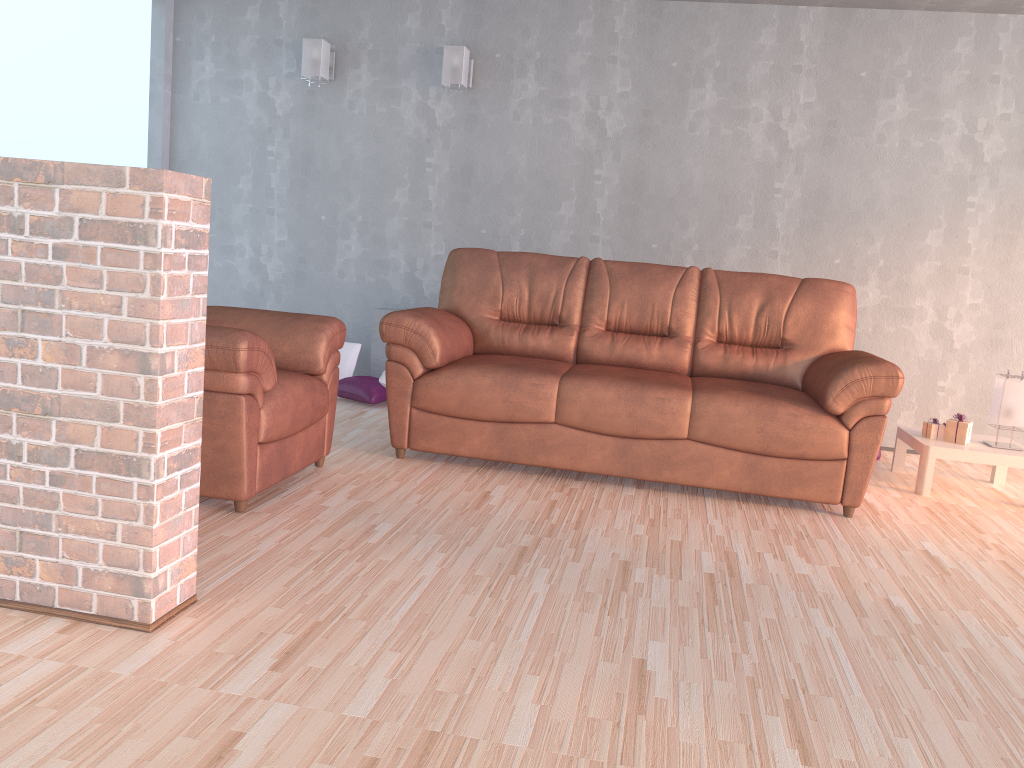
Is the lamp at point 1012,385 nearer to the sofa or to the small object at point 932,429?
the small object at point 932,429

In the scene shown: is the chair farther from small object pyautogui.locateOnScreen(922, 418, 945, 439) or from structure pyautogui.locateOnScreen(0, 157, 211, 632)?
small object pyautogui.locateOnScreen(922, 418, 945, 439)

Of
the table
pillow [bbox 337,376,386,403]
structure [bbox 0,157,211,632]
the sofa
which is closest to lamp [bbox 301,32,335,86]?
the sofa

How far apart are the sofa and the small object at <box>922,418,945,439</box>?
0.56m

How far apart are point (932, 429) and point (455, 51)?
3.3 meters

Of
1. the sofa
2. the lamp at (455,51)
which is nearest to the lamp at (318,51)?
the lamp at (455,51)

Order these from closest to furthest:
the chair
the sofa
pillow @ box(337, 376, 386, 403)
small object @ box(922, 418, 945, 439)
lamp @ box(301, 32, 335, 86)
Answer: the chair
the sofa
small object @ box(922, 418, 945, 439)
pillow @ box(337, 376, 386, 403)
lamp @ box(301, 32, 335, 86)

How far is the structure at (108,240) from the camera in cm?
196

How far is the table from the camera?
4.1 meters

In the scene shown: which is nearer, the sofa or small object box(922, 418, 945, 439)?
the sofa
